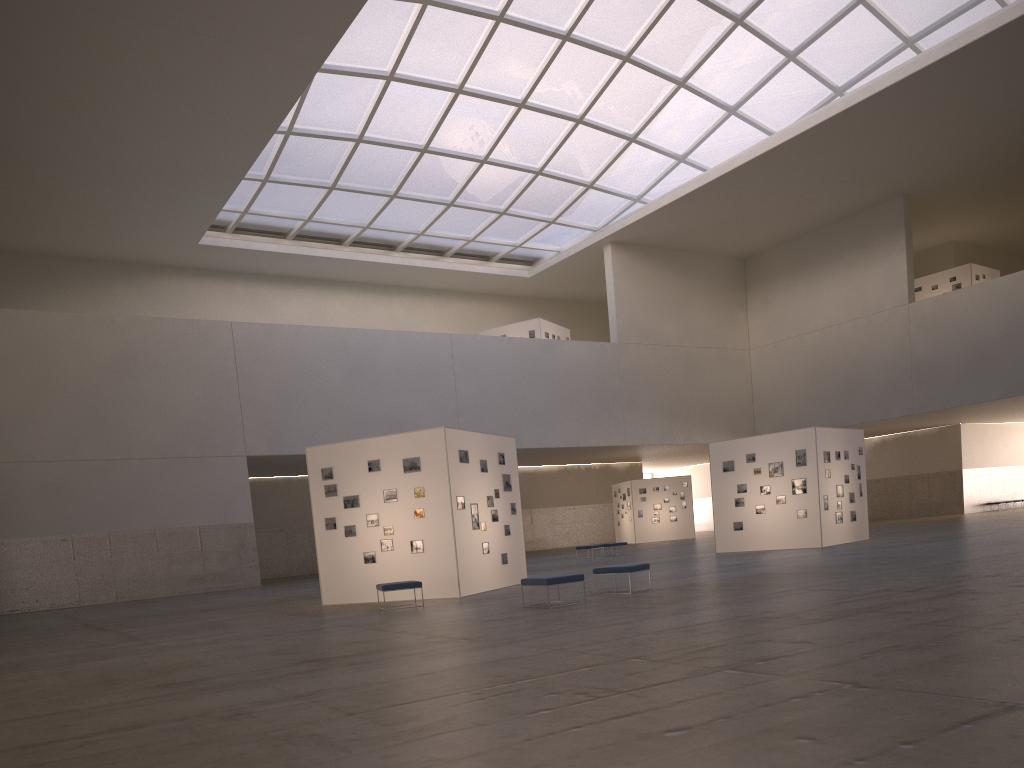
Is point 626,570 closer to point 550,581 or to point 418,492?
point 550,581

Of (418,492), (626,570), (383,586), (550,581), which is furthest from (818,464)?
(383,586)

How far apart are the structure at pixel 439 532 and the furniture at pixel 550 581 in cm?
493

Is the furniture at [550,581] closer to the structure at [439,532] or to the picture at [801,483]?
the structure at [439,532]

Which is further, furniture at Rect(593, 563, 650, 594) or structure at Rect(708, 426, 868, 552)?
structure at Rect(708, 426, 868, 552)

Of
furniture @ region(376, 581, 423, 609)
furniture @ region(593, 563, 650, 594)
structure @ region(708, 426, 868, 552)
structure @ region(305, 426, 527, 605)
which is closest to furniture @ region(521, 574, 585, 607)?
furniture @ region(593, 563, 650, 594)

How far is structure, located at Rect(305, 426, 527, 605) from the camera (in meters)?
23.14

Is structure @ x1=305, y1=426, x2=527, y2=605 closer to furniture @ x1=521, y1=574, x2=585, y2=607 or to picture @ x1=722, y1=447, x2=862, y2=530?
furniture @ x1=521, y1=574, x2=585, y2=607

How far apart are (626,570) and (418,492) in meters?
6.6

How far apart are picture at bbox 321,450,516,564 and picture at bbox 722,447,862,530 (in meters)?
12.74
